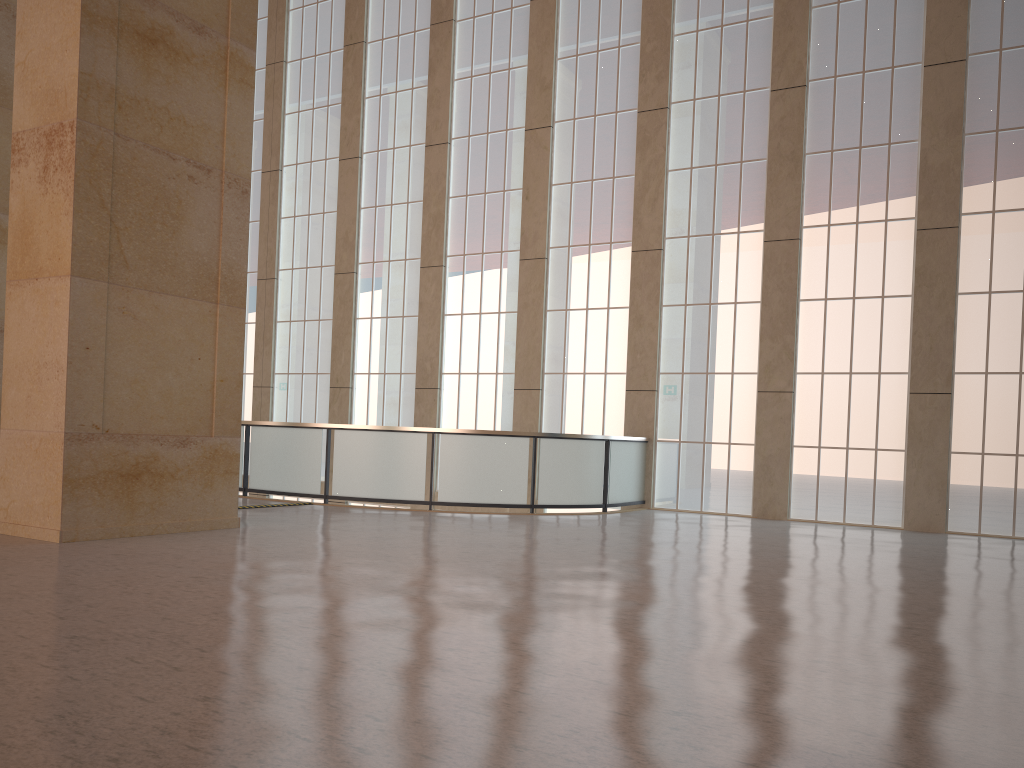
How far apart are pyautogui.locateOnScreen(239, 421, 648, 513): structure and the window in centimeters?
50cm

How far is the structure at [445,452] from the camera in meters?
18.7 m

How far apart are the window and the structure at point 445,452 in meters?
0.5

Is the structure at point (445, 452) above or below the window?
below

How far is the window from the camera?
18.61m

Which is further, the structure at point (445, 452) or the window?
the structure at point (445, 452)

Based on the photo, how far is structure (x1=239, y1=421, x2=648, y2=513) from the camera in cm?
1872

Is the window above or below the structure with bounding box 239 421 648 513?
above
